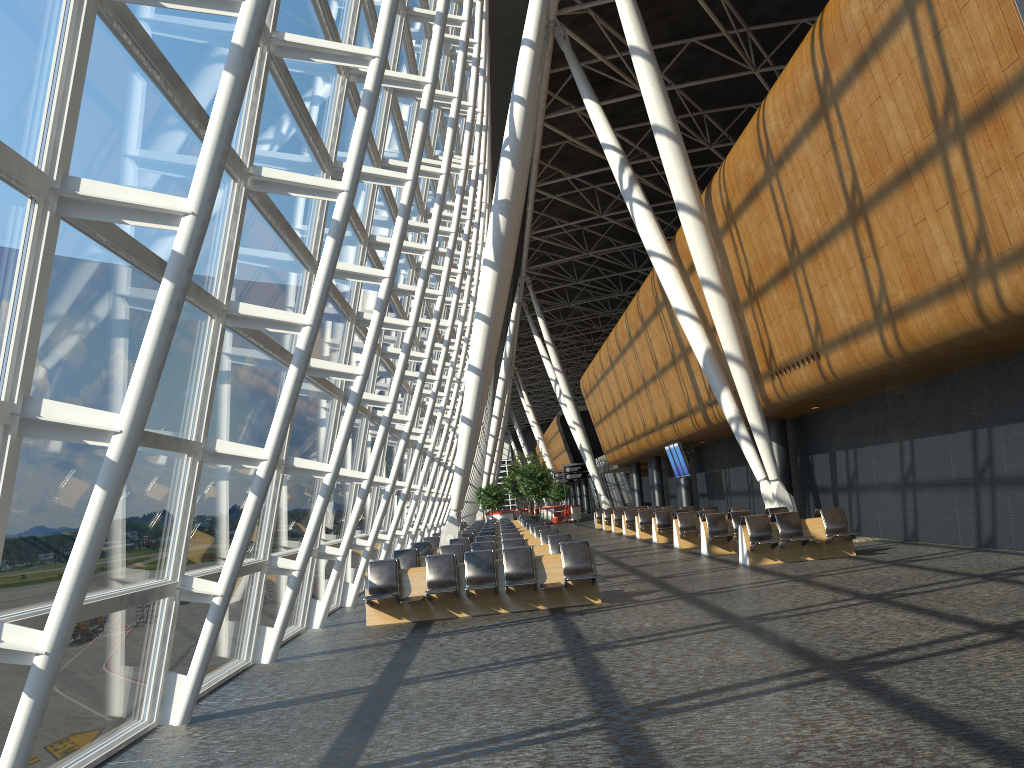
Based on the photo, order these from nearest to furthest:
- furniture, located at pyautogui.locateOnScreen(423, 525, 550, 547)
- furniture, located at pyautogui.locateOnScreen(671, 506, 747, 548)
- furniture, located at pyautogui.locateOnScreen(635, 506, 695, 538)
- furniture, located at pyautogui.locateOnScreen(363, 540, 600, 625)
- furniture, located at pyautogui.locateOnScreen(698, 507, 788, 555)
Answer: furniture, located at pyautogui.locateOnScreen(363, 540, 600, 625)
furniture, located at pyautogui.locateOnScreen(698, 507, 788, 555)
furniture, located at pyautogui.locateOnScreen(423, 525, 550, 547)
furniture, located at pyautogui.locateOnScreen(671, 506, 747, 548)
furniture, located at pyautogui.locateOnScreen(635, 506, 695, 538)

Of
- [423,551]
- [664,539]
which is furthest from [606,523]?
[423,551]

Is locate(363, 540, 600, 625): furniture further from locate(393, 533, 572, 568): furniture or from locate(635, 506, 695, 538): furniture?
locate(635, 506, 695, 538): furniture

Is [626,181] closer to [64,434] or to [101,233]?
[101,233]

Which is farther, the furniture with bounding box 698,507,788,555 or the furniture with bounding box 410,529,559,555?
the furniture with bounding box 698,507,788,555

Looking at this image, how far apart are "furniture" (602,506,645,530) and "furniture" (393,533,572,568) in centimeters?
2083cm

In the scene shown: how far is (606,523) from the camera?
36.01m

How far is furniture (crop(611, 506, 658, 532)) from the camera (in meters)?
33.00

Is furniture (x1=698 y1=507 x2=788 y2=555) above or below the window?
below

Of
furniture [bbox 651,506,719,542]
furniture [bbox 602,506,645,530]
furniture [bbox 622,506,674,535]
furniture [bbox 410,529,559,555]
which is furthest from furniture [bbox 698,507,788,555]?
furniture [bbox 602,506,645,530]
